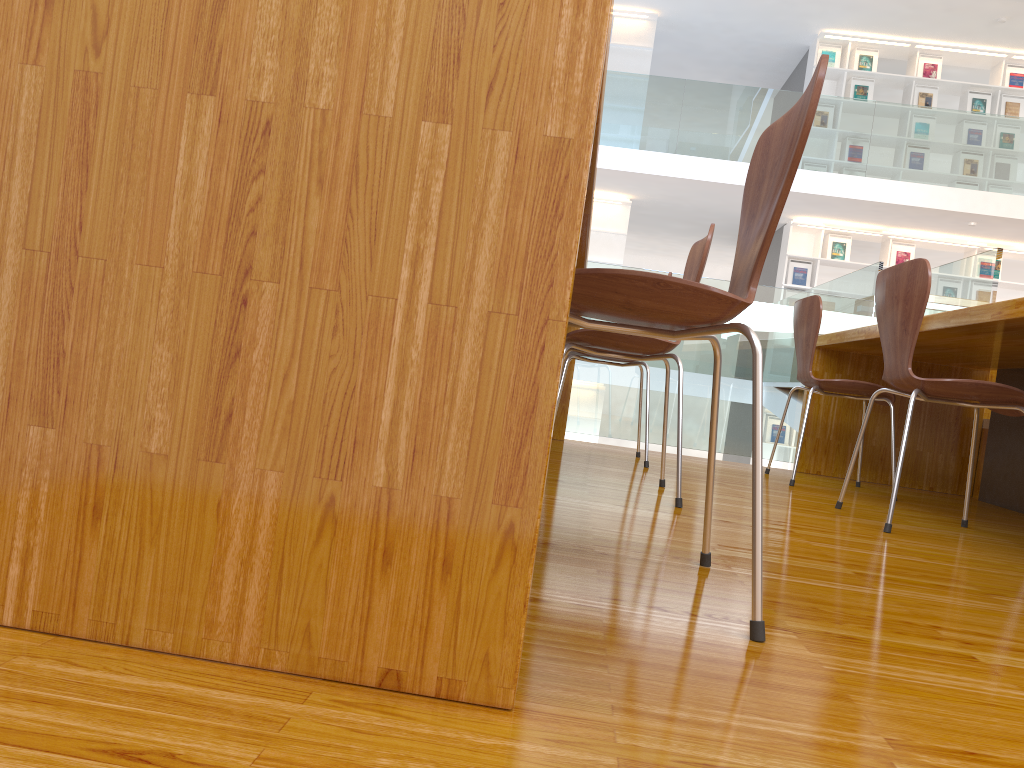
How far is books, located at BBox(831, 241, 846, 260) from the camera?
9.6m

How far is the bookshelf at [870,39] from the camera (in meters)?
Result: 9.46

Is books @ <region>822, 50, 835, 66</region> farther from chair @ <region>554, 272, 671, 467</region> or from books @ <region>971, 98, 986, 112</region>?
chair @ <region>554, 272, 671, 467</region>

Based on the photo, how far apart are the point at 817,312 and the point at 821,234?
6.96m

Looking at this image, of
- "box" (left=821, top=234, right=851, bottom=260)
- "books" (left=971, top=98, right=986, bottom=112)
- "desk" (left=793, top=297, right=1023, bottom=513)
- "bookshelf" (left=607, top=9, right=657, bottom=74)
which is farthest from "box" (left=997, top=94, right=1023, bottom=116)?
"desk" (left=793, top=297, right=1023, bottom=513)

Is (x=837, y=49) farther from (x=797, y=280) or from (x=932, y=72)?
(x=797, y=280)

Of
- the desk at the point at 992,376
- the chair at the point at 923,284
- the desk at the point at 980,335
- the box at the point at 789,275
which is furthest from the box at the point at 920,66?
the chair at the point at 923,284

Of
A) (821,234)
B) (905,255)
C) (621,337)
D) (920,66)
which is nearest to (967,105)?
(920,66)

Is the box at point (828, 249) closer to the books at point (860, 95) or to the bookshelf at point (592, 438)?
the books at point (860, 95)

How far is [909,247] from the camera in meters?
9.6 m
